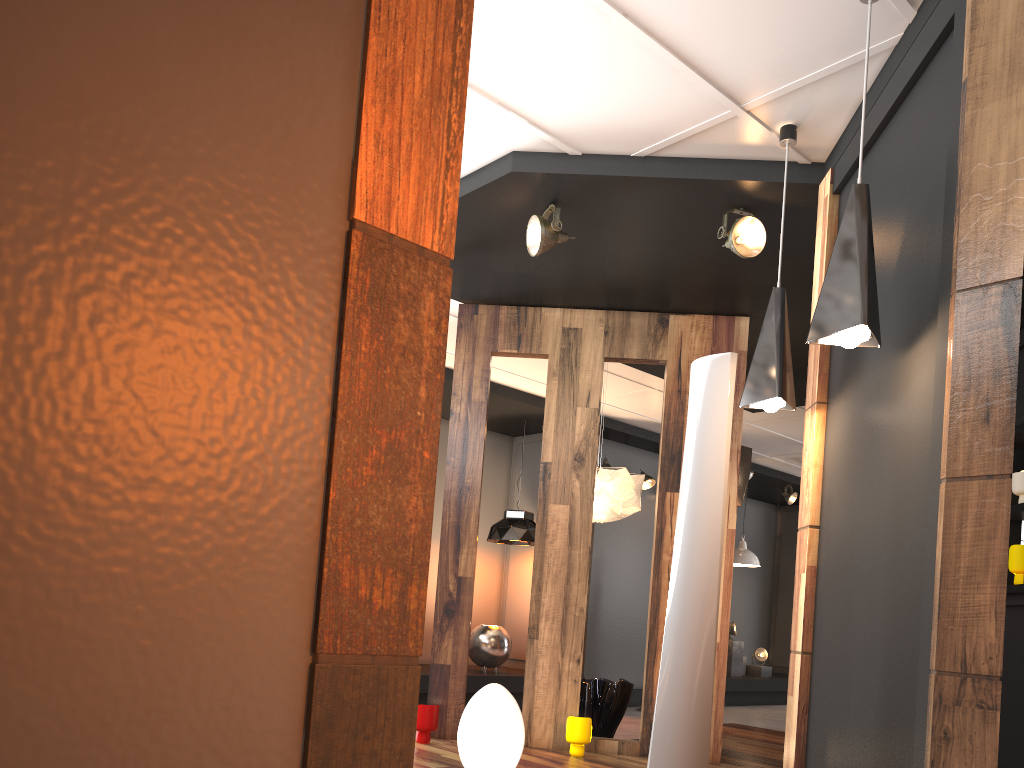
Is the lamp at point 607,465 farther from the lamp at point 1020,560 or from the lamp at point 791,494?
the lamp at point 1020,560

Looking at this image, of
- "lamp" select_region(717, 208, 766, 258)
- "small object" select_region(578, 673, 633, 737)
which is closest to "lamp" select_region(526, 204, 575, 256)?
"lamp" select_region(717, 208, 766, 258)

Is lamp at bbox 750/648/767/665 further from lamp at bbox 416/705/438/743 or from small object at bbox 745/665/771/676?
lamp at bbox 416/705/438/743

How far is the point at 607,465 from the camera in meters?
9.1 m

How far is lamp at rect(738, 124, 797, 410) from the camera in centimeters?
350cm

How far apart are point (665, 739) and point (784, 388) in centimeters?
141cm

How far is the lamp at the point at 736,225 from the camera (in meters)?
4.19

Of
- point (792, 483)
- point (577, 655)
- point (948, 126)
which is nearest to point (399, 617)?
point (948, 126)

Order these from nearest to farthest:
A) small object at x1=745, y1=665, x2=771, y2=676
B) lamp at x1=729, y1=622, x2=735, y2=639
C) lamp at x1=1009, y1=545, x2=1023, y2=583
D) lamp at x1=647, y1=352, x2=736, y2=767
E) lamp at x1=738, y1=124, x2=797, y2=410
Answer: lamp at x1=647, y1=352, x2=736, y2=767 → lamp at x1=738, y1=124, x2=797, y2=410 → lamp at x1=1009, y1=545, x2=1023, y2=583 → lamp at x1=729, y1=622, x2=735, y2=639 → small object at x1=745, y1=665, x2=771, y2=676

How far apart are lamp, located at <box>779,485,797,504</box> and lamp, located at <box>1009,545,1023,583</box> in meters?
6.2 m
